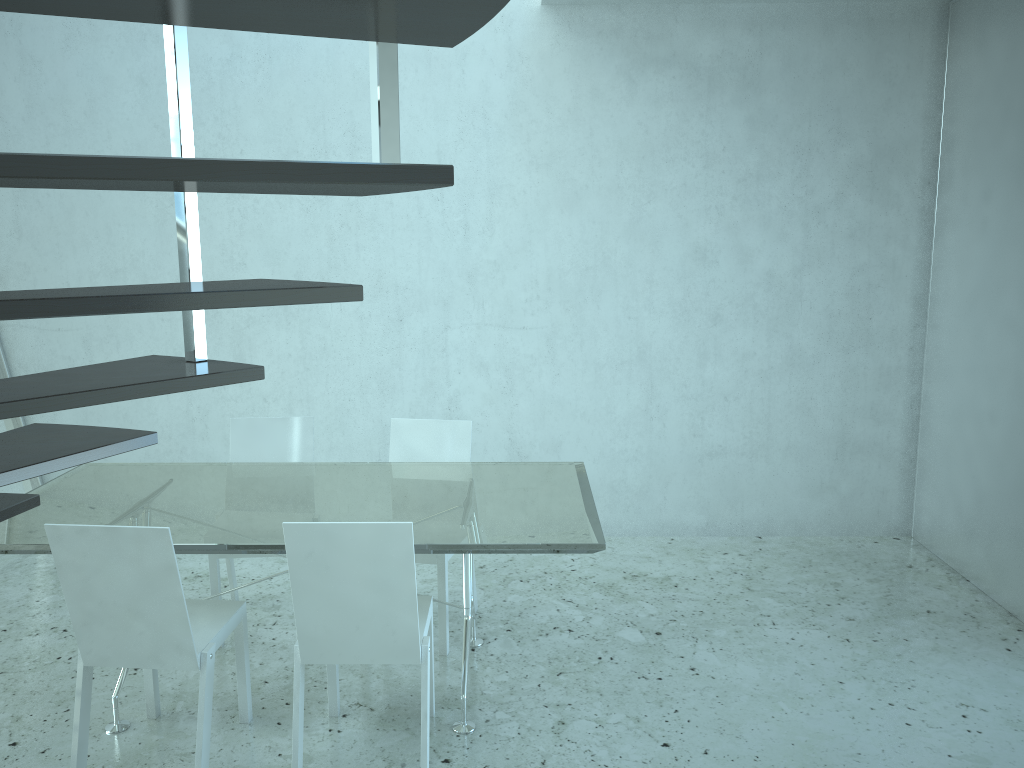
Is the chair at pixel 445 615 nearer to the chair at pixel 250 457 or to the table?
the table

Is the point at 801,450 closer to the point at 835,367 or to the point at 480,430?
the point at 835,367

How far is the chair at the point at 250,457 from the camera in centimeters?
394cm

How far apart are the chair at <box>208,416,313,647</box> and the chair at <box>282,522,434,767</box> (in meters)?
0.76

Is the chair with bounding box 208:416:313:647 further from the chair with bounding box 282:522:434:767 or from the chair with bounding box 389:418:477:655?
the chair with bounding box 282:522:434:767

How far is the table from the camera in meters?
2.8

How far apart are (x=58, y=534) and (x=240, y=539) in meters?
0.5 m

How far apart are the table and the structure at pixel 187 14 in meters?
0.9 m

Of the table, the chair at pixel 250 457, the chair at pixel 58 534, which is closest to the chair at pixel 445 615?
the table

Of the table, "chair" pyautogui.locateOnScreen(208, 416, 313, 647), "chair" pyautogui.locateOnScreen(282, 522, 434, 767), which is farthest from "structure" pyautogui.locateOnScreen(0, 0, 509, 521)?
"chair" pyautogui.locateOnScreen(208, 416, 313, 647)
